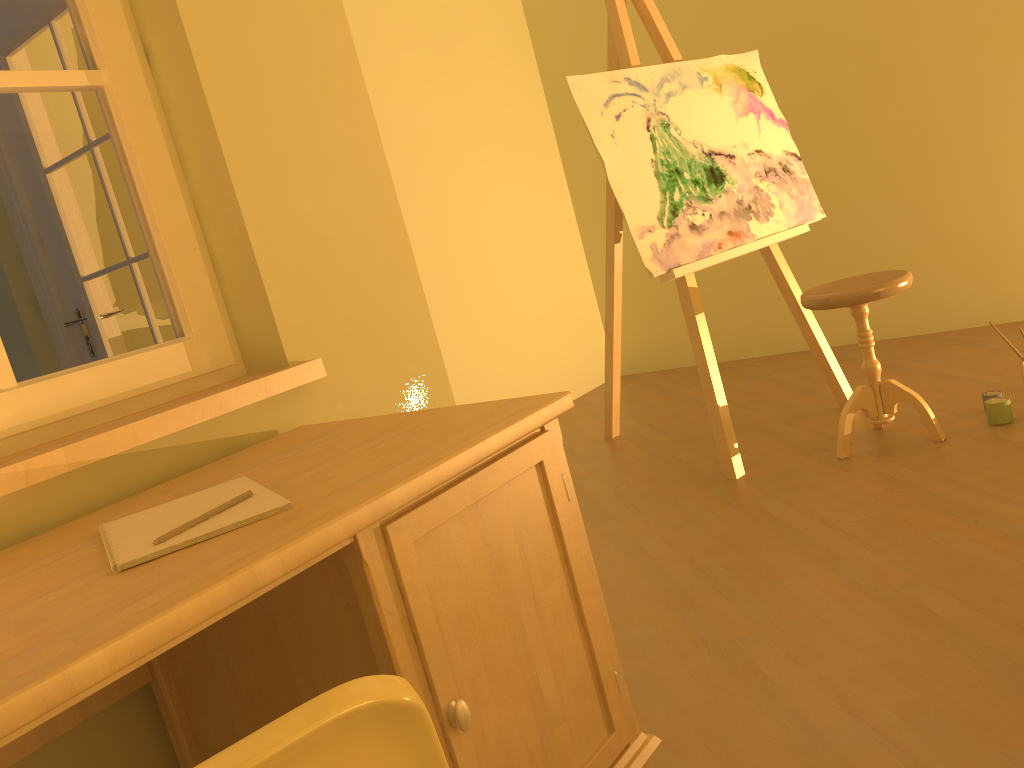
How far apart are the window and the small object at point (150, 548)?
0.4 meters

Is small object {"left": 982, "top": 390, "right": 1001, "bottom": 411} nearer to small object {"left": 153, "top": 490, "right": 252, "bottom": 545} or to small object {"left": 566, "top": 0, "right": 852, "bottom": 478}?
small object {"left": 566, "top": 0, "right": 852, "bottom": 478}

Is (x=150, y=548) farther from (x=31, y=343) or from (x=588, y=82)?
(x=588, y=82)

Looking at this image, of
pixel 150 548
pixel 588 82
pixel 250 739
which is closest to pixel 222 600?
pixel 150 548

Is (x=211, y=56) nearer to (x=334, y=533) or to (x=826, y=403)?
(x=334, y=533)

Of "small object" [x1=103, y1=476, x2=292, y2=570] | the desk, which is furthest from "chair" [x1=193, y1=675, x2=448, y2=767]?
"small object" [x1=103, y1=476, x2=292, y2=570]

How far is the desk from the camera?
0.9m

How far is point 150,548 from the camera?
1.1m

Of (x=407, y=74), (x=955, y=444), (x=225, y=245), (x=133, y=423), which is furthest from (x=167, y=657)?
(x=407, y=74)

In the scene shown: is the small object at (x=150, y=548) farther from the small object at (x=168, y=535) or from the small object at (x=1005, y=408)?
the small object at (x=1005, y=408)
